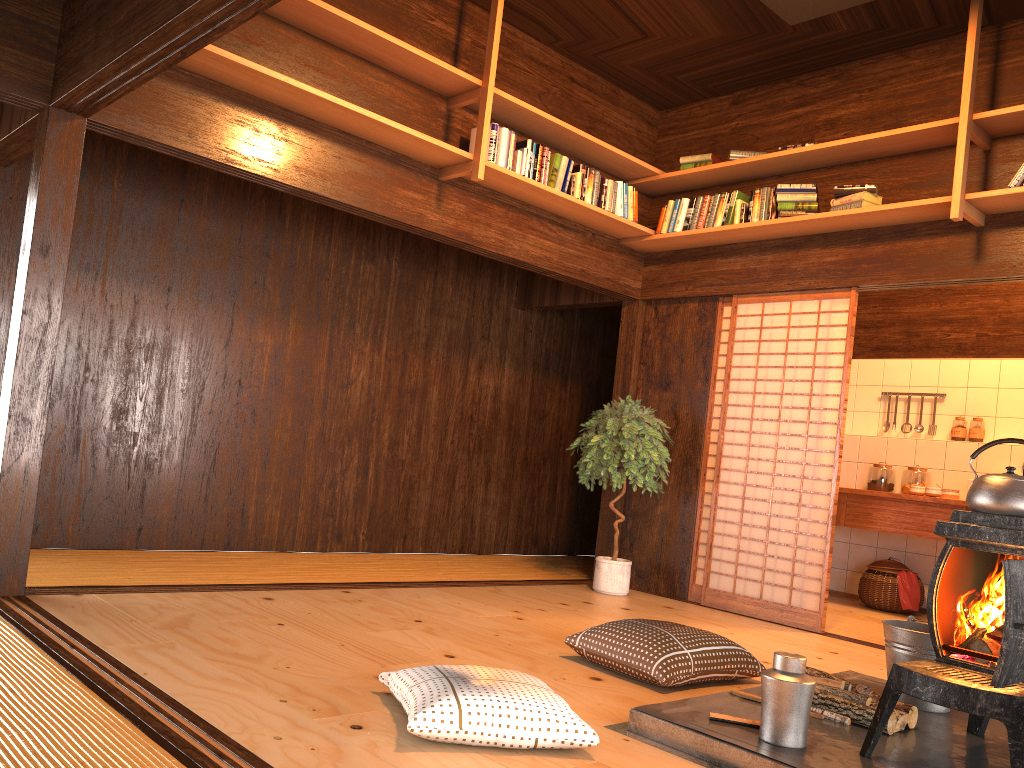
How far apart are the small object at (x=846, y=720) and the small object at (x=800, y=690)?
0.41m

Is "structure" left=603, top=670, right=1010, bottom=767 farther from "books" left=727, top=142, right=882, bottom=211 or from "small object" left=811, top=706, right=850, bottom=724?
"books" left=727, top=142, right=882, bottom=211

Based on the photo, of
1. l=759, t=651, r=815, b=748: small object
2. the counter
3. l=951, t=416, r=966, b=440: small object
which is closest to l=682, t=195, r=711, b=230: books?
the counter

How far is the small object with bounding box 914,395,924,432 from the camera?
7.2m

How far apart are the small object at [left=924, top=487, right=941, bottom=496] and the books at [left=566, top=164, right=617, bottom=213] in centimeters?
302cm

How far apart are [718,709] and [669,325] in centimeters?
369cm

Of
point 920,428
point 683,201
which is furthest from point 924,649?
point 920,428

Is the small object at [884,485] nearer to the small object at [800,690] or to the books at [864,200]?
the books at [864,200]

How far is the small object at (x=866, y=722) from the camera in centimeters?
287cm

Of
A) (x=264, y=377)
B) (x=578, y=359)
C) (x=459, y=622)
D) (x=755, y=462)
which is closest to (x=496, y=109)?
(x=264, y=377)
